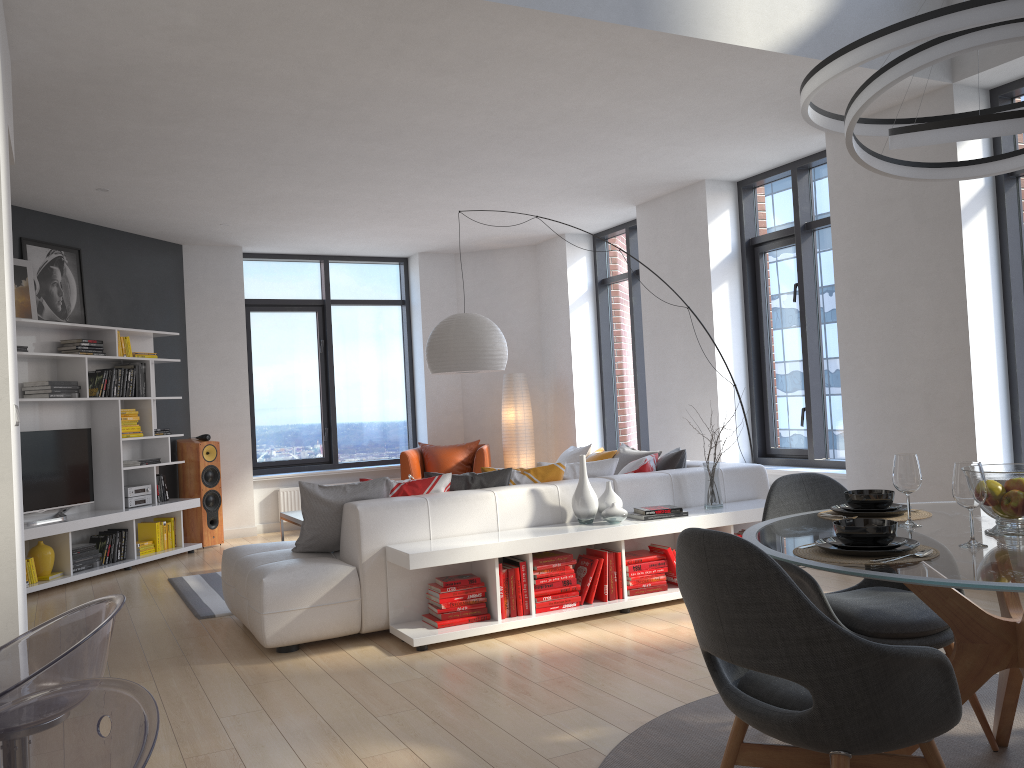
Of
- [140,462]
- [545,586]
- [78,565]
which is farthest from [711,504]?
[140,462]

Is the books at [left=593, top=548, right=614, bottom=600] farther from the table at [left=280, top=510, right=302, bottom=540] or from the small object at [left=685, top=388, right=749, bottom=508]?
the table at [left=280, top=510, right=302, bottom=540]

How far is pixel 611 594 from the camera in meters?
5.0

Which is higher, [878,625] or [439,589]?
[878,625]

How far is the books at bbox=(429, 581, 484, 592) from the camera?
4.63m

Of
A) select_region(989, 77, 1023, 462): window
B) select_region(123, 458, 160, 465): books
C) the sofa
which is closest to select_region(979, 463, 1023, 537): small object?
the sofa

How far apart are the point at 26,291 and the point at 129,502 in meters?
1.9 m

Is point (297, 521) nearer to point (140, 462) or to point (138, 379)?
point (140, 462)

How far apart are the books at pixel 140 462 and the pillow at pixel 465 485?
3.8 meters

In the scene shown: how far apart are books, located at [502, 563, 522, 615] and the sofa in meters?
0.4 m
